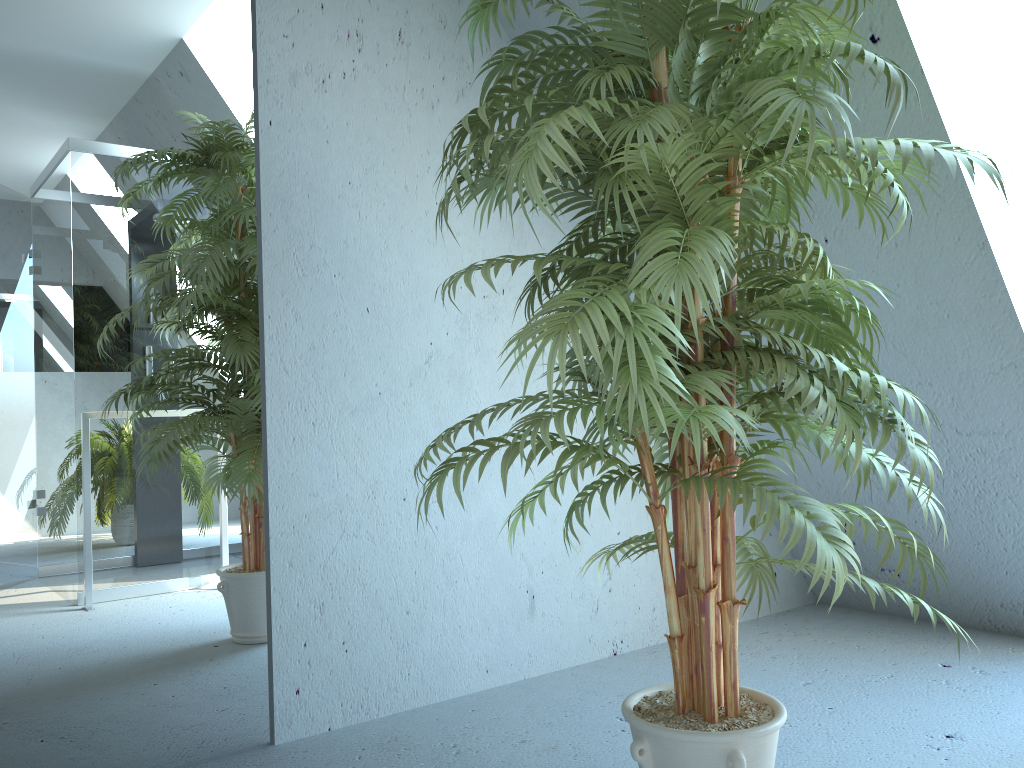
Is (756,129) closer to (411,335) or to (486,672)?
(411,335)

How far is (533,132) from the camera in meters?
1.2

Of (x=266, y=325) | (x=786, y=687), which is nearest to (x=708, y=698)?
(x=786, y=687)

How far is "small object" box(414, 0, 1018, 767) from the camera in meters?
1.2

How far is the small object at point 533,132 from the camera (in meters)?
1.23
